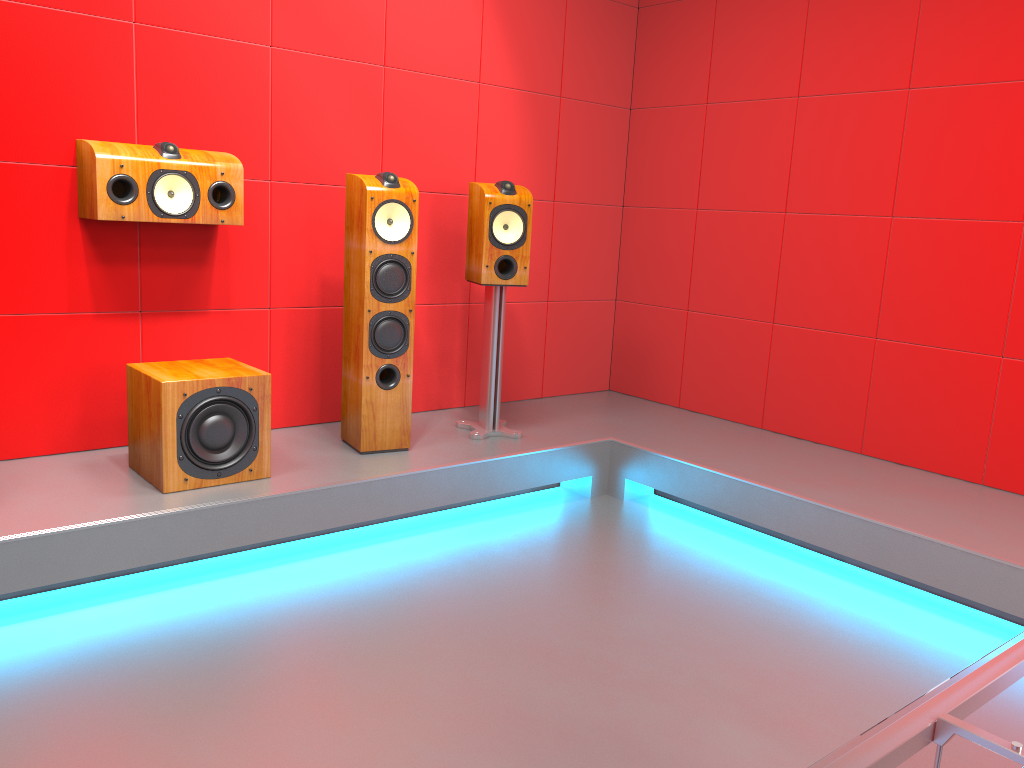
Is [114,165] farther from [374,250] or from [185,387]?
[374,250]

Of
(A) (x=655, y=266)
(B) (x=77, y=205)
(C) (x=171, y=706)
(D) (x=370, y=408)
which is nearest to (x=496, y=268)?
(D) (x=370, y=408)

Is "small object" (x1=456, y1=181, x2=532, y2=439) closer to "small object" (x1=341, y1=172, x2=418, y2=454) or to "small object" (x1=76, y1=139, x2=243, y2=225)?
"small object" (x1=341, y1=172, x2=418, y2=454)

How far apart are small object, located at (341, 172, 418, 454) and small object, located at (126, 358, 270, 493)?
0.4m

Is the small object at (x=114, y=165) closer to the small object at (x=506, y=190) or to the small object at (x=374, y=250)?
the small object at (x=374, y=250)

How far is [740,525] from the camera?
3.6 meters

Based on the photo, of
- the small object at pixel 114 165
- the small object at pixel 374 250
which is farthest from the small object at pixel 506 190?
the small object at pixel 114 165

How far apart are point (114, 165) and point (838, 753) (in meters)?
2.80

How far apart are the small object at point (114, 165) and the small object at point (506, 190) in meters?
0.9 m

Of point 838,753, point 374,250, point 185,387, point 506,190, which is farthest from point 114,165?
point 838,753
